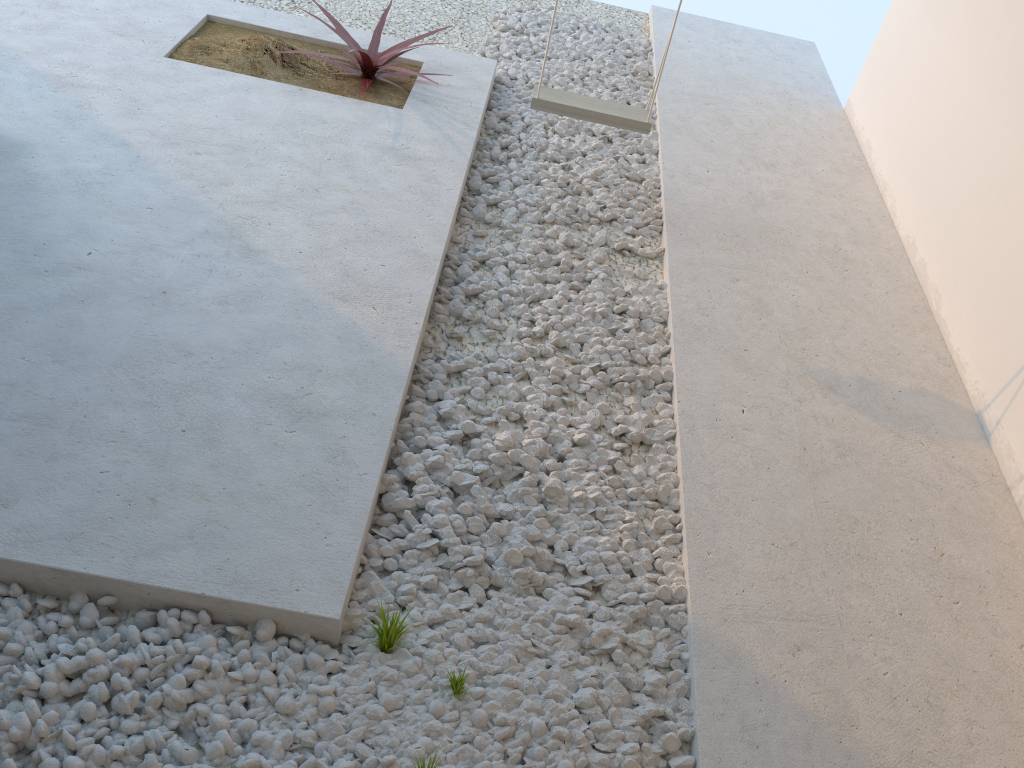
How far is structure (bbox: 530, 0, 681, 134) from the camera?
3.4m

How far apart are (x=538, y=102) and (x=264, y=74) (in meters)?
1.33

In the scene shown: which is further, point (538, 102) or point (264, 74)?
point (264, 74)

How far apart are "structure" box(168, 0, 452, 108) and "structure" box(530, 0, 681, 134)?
0.7 meters

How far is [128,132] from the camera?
3.3 meters

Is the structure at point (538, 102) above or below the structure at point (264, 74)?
above

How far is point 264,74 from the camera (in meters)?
3.90

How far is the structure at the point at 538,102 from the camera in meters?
3.4 m

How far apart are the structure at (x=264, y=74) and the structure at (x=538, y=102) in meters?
0.7 m

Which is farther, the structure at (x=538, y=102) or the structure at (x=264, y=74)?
the structure at (x=264, y=74)
